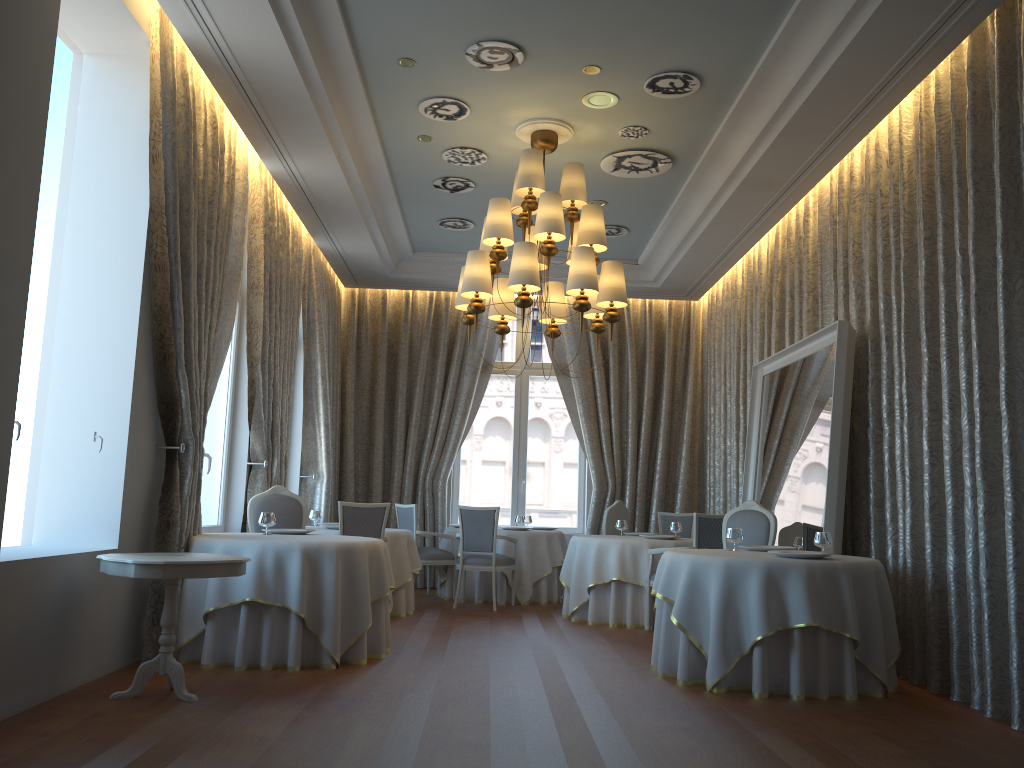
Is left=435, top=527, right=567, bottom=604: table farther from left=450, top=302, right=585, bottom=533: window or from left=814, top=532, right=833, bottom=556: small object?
left=814, top=532, right=833, bottom=556: small object

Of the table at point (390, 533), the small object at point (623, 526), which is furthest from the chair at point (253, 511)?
the small object at point (623, 526)

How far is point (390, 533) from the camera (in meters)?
8.77

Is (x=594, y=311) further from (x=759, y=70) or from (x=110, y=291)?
(x=110, y=291)

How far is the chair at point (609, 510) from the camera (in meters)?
10.30

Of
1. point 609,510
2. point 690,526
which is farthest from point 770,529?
point 690,526

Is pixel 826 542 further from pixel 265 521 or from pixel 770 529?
pixel 265 521

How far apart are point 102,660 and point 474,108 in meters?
4.9 m

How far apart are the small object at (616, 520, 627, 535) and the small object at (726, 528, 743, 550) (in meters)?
3.06

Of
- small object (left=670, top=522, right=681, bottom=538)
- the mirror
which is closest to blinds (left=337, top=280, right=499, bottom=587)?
small object (left=670, top=522, right=681, bottom=538)
